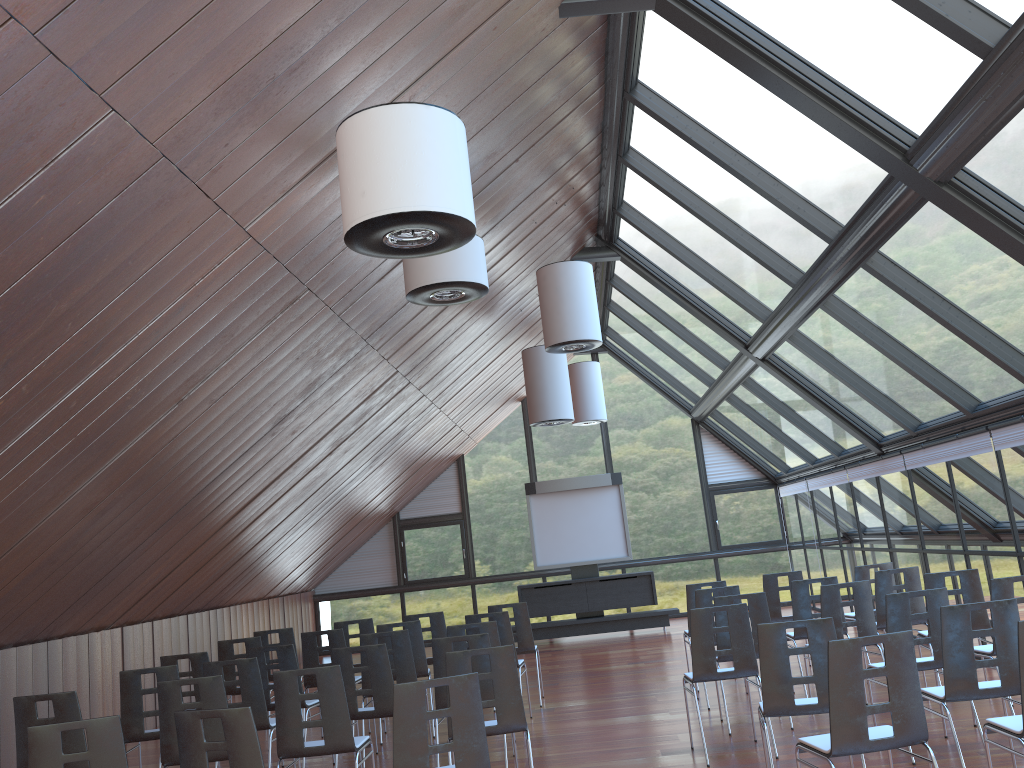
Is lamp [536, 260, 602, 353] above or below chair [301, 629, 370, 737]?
above

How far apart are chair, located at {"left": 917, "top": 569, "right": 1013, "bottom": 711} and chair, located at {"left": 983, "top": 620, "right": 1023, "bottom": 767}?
3.36m

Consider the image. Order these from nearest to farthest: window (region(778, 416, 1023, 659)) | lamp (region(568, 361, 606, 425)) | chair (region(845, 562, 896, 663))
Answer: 1. window (region(778, 416, 1023, 659))
2. chair (region(845, 562, 896, 663))
3. lamp (region(568, 361, 606, 425))

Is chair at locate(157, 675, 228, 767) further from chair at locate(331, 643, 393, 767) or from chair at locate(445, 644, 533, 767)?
chair at locate(445, 644, 533, 767)

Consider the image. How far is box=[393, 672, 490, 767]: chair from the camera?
4.7 meters

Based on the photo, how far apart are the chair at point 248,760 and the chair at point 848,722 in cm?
288

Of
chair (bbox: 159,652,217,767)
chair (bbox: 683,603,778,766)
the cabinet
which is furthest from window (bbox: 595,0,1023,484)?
chair (bbox: 159,652,217,767)

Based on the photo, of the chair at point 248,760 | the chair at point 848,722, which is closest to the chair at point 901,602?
the chair at point 848,722

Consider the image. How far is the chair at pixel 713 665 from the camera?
7.13m

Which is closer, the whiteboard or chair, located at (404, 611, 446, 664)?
chair, located at (404, 611, 446, 664)
